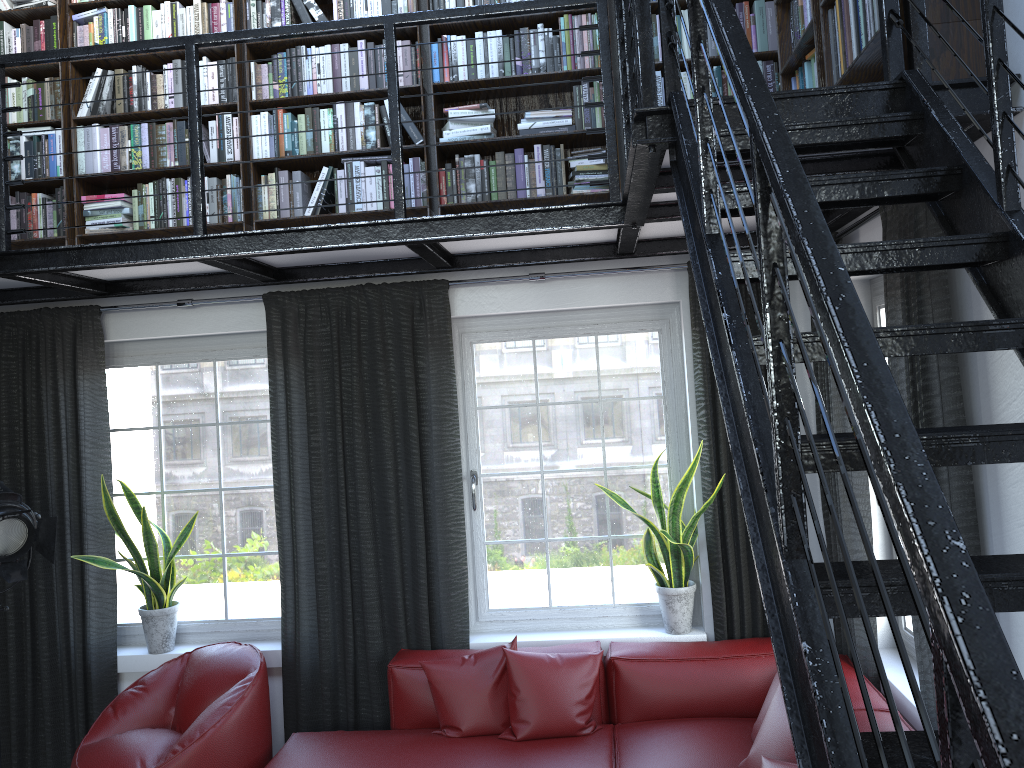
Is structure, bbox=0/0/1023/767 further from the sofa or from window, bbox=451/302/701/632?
the sofa

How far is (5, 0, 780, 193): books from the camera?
4.02m

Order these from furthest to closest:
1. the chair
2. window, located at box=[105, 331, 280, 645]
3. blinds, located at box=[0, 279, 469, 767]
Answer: window, located at box=[105, 331, 280, 645]
blinds, located at box=[0, 279, 469, 767]
the chair

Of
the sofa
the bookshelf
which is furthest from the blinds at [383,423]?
the bookshelf

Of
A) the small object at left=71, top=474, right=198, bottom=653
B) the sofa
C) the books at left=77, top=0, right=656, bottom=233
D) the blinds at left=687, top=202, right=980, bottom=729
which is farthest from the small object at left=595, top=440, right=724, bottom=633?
the small object at left=71, top=474, right=198, bottom=653

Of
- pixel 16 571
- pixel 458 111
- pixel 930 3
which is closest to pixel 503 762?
pixel 16 571

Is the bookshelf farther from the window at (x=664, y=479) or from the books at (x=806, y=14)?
the window at (x=664, y=479)

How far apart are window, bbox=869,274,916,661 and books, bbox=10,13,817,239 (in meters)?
0.91

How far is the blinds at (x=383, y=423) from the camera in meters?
4.3

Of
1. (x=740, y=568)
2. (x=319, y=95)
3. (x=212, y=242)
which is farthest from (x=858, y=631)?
(x=319, y=95)
